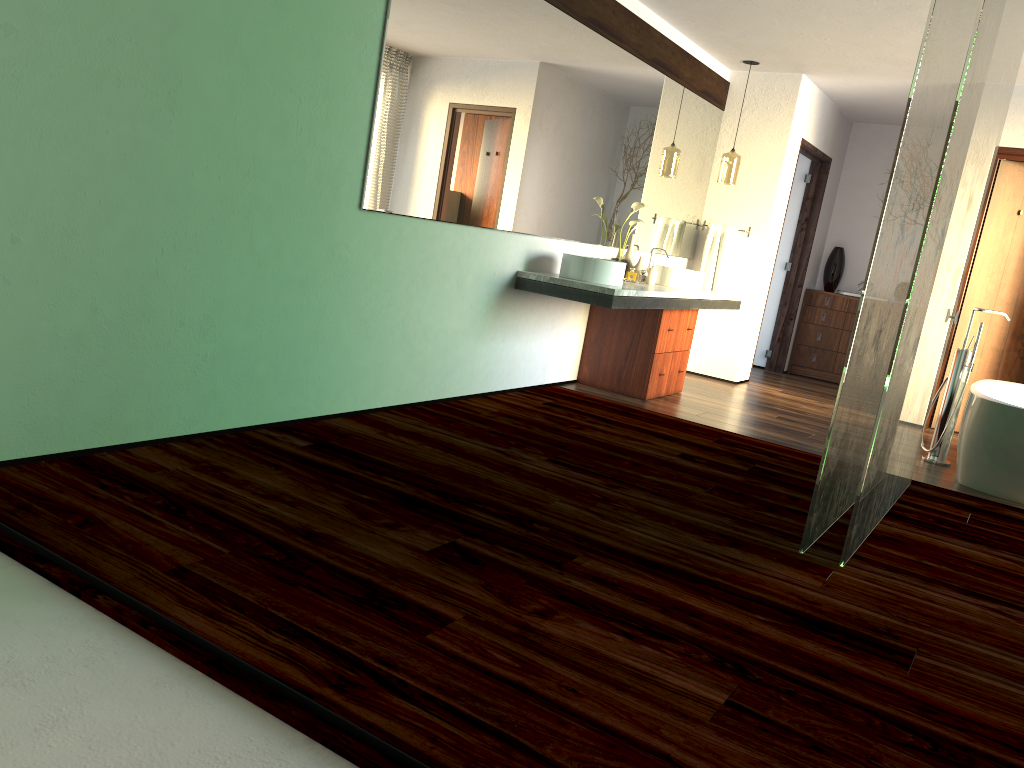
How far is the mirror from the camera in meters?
3.7

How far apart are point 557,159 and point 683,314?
1.49m

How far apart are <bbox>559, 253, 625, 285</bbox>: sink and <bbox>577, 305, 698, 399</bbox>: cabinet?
0.68m

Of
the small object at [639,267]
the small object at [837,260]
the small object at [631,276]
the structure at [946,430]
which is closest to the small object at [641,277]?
the small object at [631,276]

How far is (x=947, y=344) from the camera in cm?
625

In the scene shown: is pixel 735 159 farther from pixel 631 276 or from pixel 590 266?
pixel 590 266

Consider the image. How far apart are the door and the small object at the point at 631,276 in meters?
2.5 m

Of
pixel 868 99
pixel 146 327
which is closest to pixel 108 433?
pixel 146 327

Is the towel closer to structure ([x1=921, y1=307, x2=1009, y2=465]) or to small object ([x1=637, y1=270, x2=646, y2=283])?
structure ([x1=921, y1=307, x2=1009, y2=465])

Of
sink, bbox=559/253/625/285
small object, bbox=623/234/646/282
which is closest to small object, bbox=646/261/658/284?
small object, bbox=623/234/646/282
